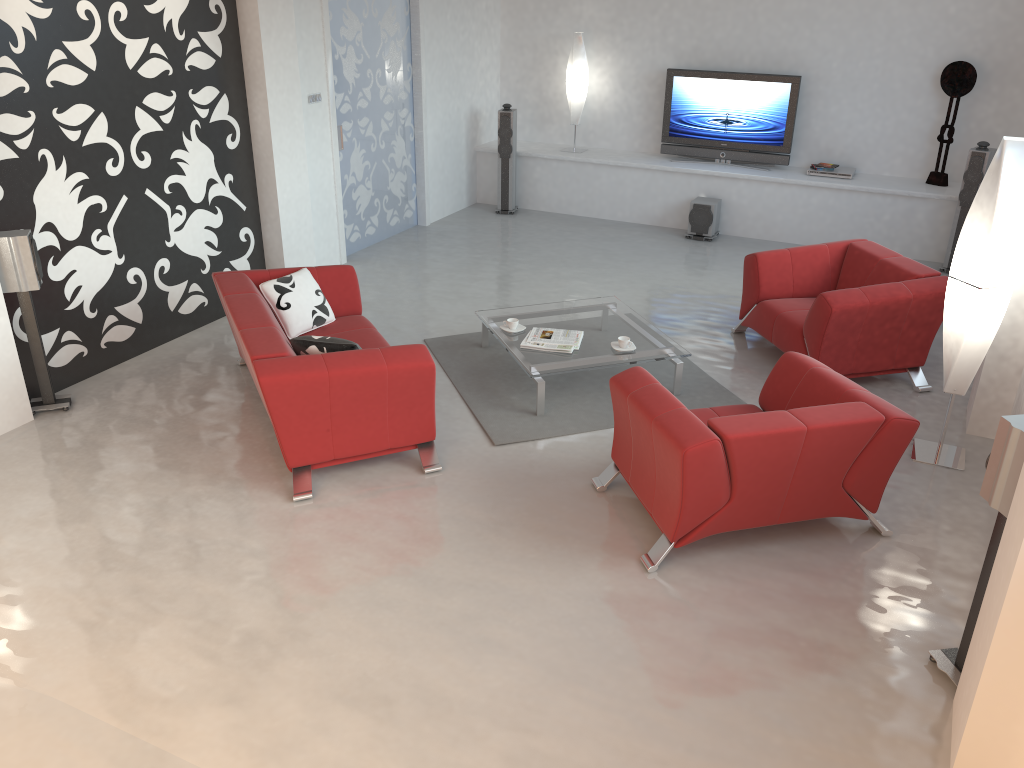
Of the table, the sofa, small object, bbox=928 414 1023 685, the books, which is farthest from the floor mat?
small object, bbox=928 414 1023 685

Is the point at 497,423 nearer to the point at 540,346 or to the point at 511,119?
the point at 540,346

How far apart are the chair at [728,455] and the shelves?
4.6 meters

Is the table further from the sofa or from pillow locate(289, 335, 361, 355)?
pillow locate(289, 335, 361, 355)

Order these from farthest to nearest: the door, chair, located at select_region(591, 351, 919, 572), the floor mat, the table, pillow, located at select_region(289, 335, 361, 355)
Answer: the door < the table < the floor mat < pillow, located at select_region(289, 335, 361, 355) < chair, located at select_region(591, 351, 919, 572)

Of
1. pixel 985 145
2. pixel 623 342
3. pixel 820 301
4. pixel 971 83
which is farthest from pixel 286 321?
pixel 971 83

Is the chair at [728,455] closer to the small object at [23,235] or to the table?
the table

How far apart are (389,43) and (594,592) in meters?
6.3 m

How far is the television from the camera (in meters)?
8.91

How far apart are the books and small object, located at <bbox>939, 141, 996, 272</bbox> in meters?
4.3 m
